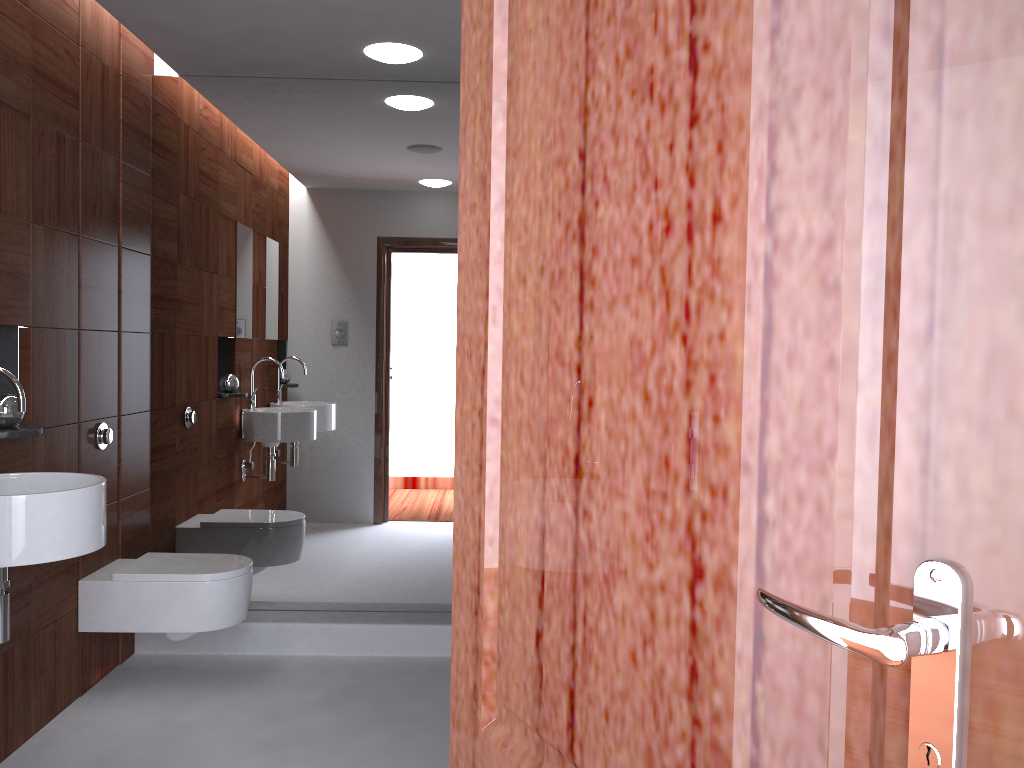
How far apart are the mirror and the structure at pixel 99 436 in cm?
44

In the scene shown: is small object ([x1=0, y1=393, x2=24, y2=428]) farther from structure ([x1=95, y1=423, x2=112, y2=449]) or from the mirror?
the mirror

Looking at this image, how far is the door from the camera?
0.4 meters

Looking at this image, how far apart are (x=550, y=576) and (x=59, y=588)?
2.6 meters

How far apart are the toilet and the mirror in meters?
0.4 m

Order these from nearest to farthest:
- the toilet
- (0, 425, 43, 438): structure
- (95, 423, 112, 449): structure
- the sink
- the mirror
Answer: the sink → (0, 425, 43, 438): structure → the toilet → (95, 423, 112, 449): structure → the mirror

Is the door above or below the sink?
above

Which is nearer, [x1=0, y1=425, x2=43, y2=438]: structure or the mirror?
[x1=0, y1=425, x2=43, y2=438]: structure

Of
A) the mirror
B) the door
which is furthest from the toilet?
the door

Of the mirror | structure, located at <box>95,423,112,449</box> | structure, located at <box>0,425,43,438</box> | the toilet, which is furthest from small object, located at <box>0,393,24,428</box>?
the mirror
